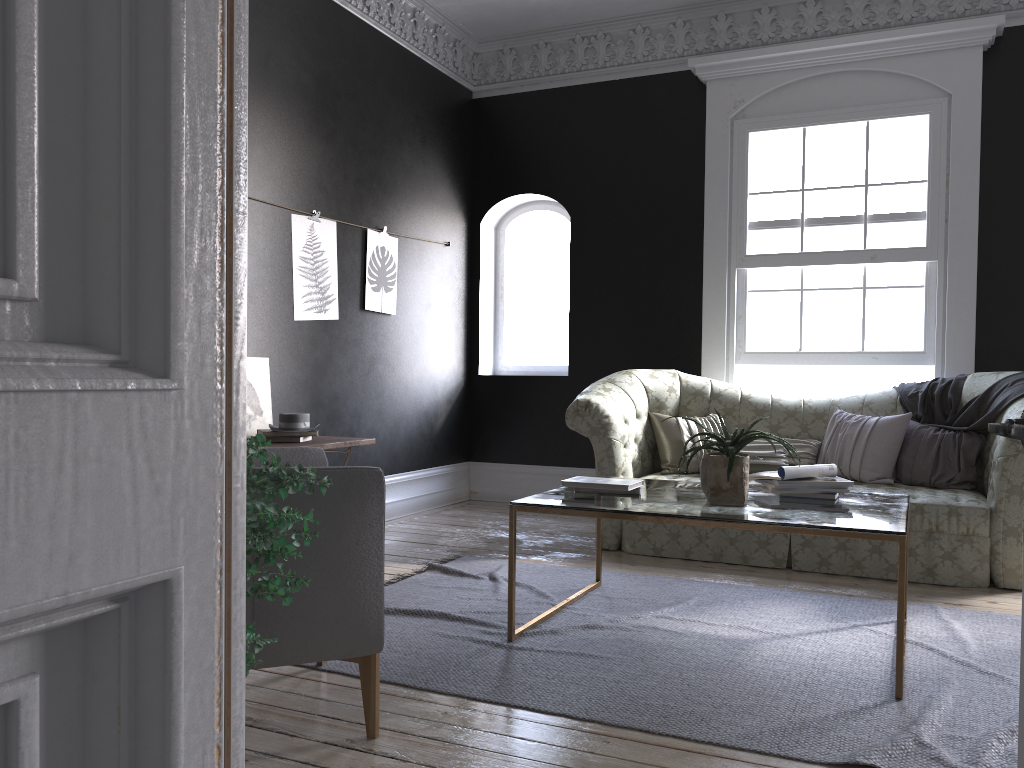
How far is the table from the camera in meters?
3.0

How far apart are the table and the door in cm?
153

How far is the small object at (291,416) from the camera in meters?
4.6

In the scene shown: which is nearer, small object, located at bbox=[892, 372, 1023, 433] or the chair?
the chair

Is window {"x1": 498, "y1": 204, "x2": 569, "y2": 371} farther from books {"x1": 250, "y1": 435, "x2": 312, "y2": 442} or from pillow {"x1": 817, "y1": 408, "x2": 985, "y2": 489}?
books {"x1": 250, "y1": 435, "x2": 312, "y2": 442}

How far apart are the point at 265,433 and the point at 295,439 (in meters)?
0.15

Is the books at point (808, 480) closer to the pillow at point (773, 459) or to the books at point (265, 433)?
the pillow at point (773, 459)

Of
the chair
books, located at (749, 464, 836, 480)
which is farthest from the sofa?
the chair

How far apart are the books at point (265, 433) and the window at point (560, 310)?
3.4m

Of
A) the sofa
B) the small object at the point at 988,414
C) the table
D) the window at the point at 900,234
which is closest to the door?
the table
